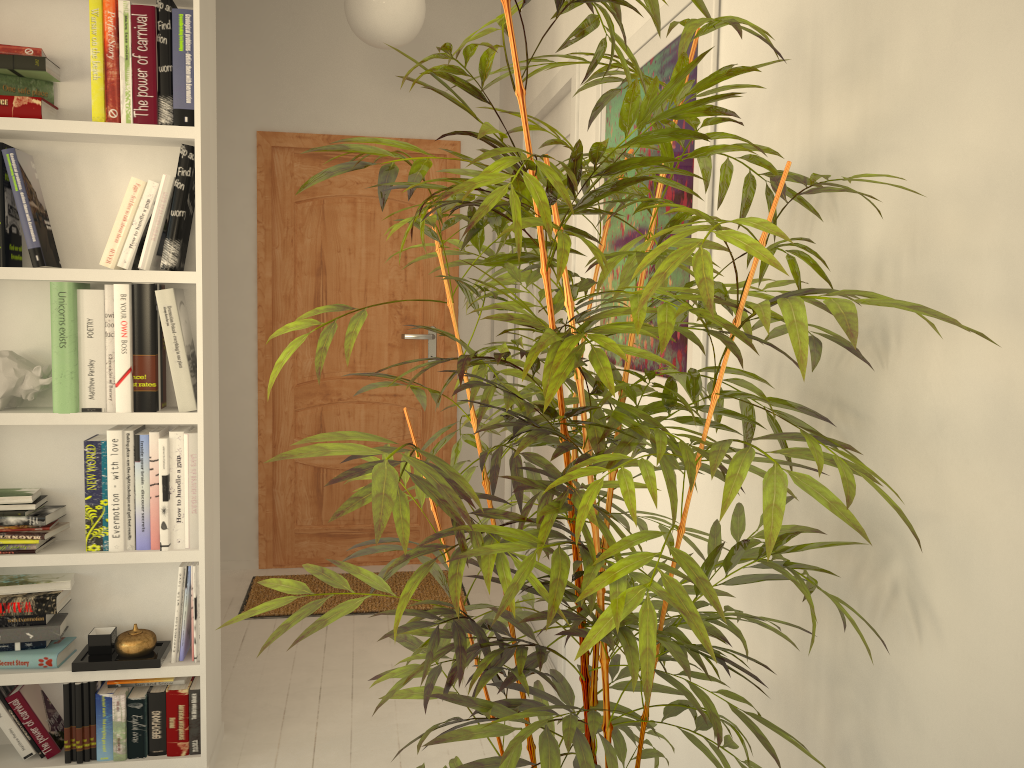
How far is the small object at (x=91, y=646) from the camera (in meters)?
2.31

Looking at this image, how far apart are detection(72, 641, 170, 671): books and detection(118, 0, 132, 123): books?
1.37m

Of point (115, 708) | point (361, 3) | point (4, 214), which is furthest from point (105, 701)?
point (361, 3)

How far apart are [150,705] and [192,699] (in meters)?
0.11

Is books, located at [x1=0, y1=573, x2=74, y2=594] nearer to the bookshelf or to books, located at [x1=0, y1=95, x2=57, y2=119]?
the bookshelf

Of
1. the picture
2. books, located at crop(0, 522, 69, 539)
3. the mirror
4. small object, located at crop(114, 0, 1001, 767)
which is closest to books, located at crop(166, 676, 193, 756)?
small object, located at crop(114, 0, 1001, 767)

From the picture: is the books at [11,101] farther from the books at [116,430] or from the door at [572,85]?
the door at [572,85]

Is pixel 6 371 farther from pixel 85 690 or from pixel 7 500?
pixel 85 690

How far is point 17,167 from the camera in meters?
2.1 m

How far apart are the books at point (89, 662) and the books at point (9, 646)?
0.1m
